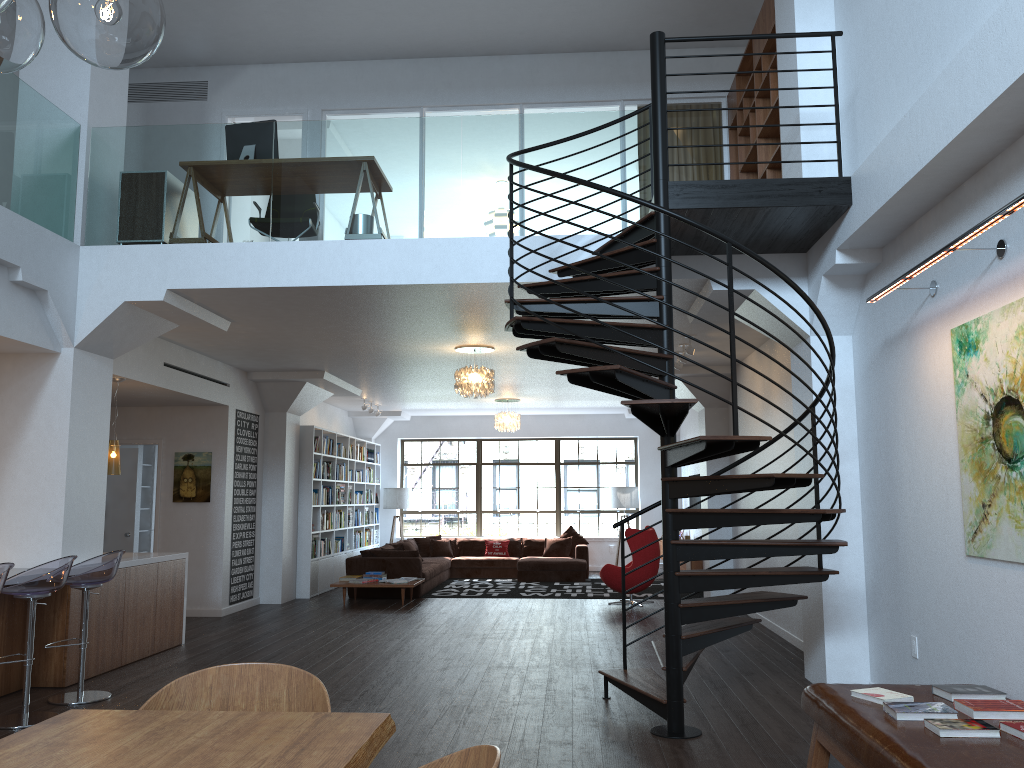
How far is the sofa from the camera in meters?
12.4

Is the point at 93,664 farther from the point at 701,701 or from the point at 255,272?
the point at 701,701

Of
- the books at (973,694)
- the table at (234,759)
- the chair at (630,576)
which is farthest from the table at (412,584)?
the table at (234,759)

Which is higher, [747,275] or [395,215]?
[395,215]

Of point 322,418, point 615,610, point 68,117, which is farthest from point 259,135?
point 322,418

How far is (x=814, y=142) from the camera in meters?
5.6 m

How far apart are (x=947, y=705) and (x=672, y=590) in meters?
1.8

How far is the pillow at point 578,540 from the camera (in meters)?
15.87

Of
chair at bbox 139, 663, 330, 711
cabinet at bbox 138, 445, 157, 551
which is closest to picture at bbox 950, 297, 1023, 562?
chair at bbox 139, 663, 330, 711

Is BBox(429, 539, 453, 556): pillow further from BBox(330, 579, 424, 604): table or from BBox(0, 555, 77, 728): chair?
BBox(0, 555, 77, 728): chair
